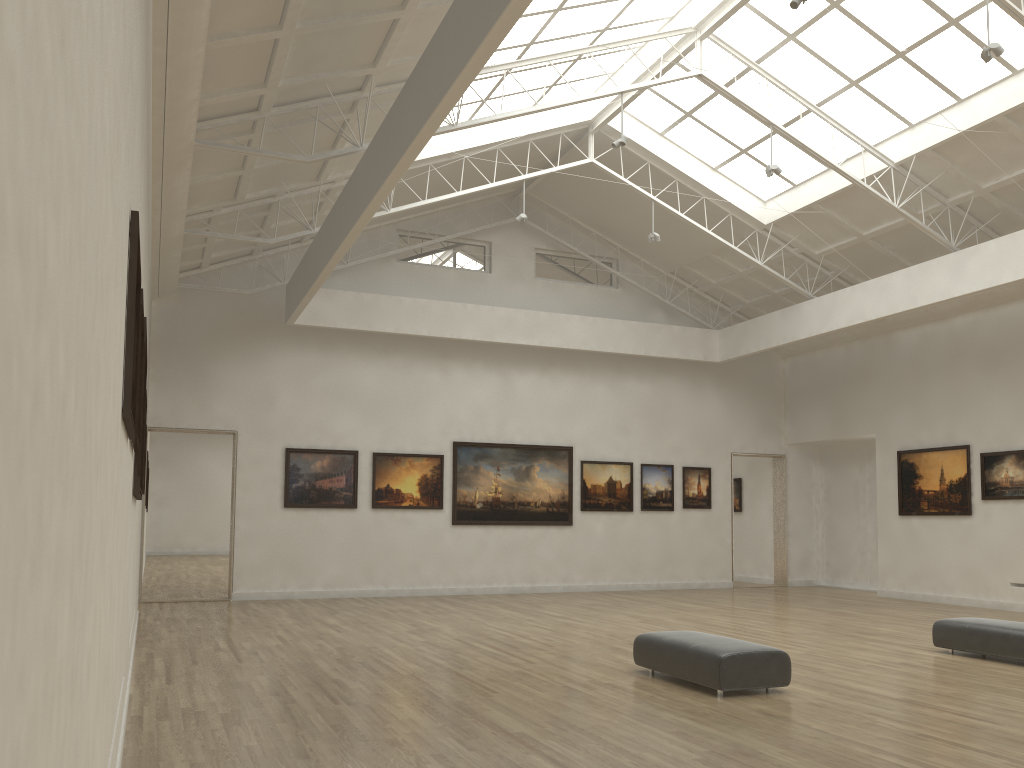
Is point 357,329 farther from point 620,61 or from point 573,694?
point 573,694
